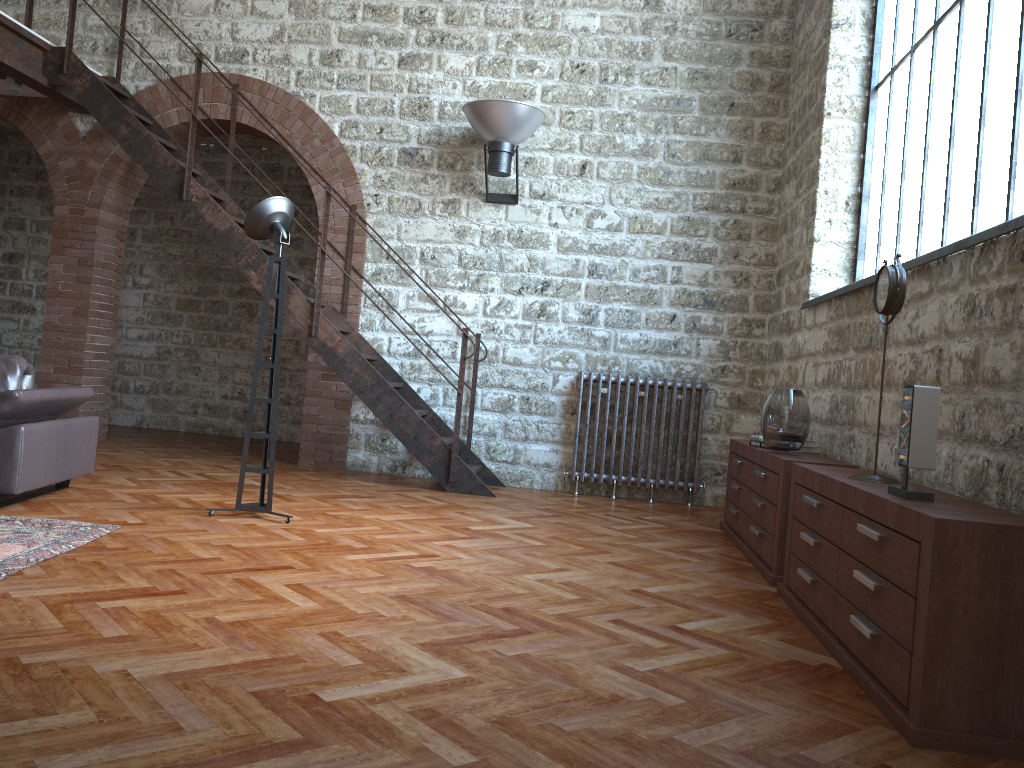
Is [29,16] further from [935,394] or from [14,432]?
[935,394]

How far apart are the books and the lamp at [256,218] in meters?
2.7

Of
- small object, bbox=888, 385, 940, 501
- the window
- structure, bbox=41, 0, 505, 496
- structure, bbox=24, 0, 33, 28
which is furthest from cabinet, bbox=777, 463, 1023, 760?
structure, bbox=24, 0, 33, 28

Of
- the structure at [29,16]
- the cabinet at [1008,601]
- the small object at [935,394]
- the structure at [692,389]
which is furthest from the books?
the structure at [29,16]

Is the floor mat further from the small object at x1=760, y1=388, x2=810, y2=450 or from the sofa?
the small object at x1=760, y1=388, x2=810, y2=450

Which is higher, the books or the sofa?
the books

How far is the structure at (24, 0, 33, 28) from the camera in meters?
6.6

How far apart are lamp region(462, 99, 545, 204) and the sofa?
3.3 meters

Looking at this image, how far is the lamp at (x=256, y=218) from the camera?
4.8m

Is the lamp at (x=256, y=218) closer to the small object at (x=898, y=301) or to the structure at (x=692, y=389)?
the structure at (x=692, y=389)
